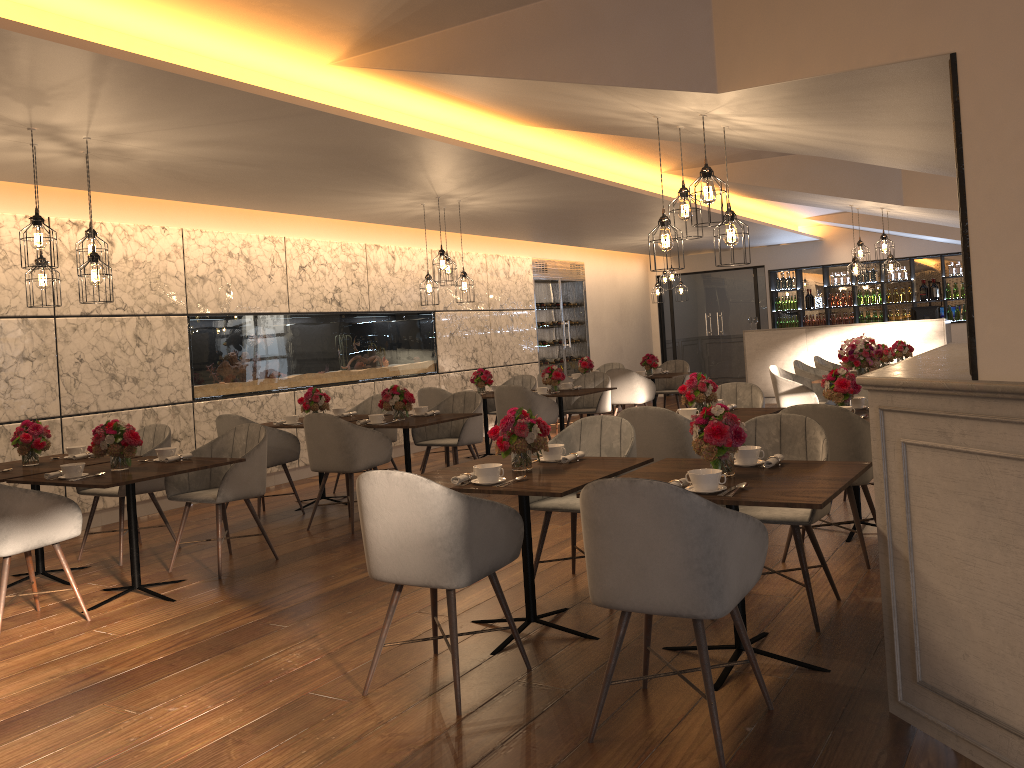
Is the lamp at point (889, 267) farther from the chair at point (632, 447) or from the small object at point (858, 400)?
the chair at point (632, 447)

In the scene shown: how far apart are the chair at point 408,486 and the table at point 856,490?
2.9 meters

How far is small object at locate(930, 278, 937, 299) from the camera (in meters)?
14.46

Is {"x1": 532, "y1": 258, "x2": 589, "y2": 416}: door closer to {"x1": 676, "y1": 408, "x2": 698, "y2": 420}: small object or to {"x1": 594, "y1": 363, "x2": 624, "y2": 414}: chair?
{"x1": 594, "y1": 363, "x2": 624, "y2": 414}: chair

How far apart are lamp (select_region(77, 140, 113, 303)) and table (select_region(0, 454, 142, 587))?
1.1 meters

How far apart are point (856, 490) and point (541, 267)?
8.60m

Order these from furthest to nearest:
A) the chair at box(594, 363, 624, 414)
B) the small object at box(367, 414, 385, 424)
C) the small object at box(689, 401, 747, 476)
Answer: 1. the chair at box(594, 363, 624, 414)
2. the small object at box(367, 414, 385, 424)
3. the small object at box(689, 401, 747, 476)

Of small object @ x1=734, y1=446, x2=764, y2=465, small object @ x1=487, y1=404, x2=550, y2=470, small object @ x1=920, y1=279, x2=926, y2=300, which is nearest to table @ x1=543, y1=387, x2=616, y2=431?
small object @ x1=487, y1=404, x2=550, y2=470

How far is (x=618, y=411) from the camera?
14.54m

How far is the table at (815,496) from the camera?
3.0 meters
